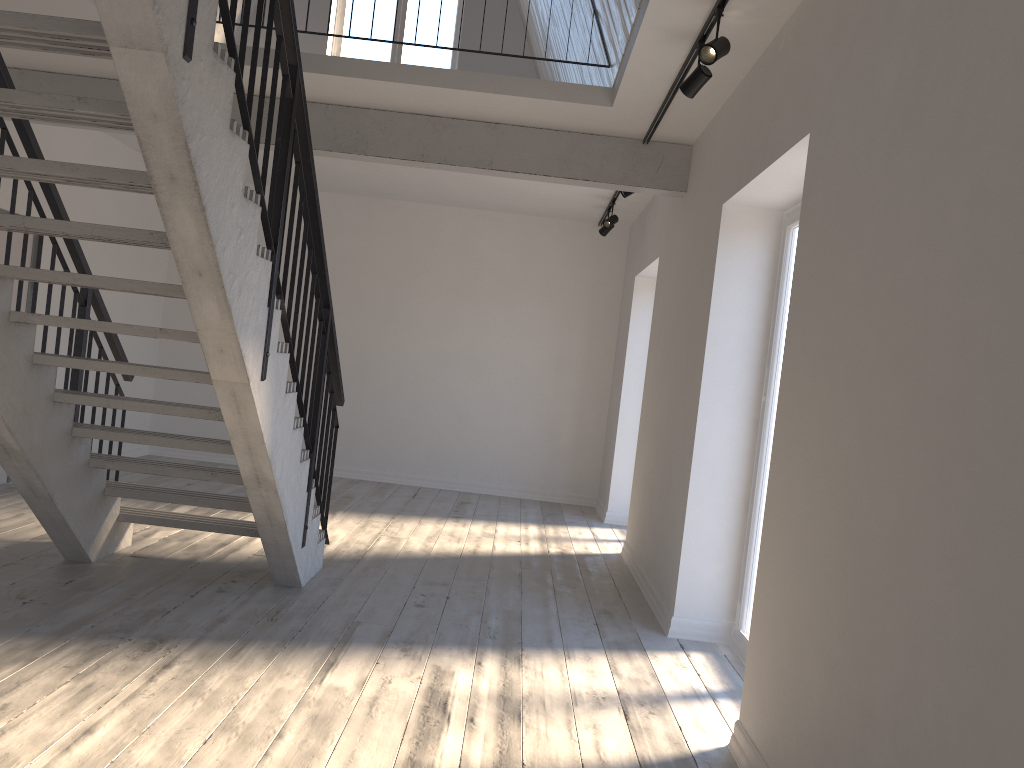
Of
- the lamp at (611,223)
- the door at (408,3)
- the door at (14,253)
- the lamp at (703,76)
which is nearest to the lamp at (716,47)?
the lamp at (703,76)

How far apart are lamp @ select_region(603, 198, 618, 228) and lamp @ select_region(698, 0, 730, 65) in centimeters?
416cm

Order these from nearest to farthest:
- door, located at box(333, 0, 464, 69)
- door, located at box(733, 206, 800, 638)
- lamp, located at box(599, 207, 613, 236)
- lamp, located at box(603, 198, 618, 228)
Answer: door, located at box(733, 206, 800, 638), lamp, located at box(603, 198, 618, 228), lamp, located at box(599, 207, 613, 236), door, located at box(333, 0, 464, 69)

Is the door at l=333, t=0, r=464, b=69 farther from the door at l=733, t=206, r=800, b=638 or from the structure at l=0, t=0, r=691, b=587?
the door at l=733, t=206, r=800, b=638

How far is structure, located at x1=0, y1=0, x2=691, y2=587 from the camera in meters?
2.7

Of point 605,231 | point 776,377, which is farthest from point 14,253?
point 776,377

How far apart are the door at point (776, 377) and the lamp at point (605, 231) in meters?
3.8

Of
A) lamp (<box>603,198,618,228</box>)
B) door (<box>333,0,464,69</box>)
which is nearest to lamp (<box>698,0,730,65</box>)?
lamp (<box>603,198,618,228</box>)

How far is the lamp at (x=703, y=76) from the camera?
4.1m

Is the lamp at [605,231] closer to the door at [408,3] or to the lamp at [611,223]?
the lamp at [611,223]
